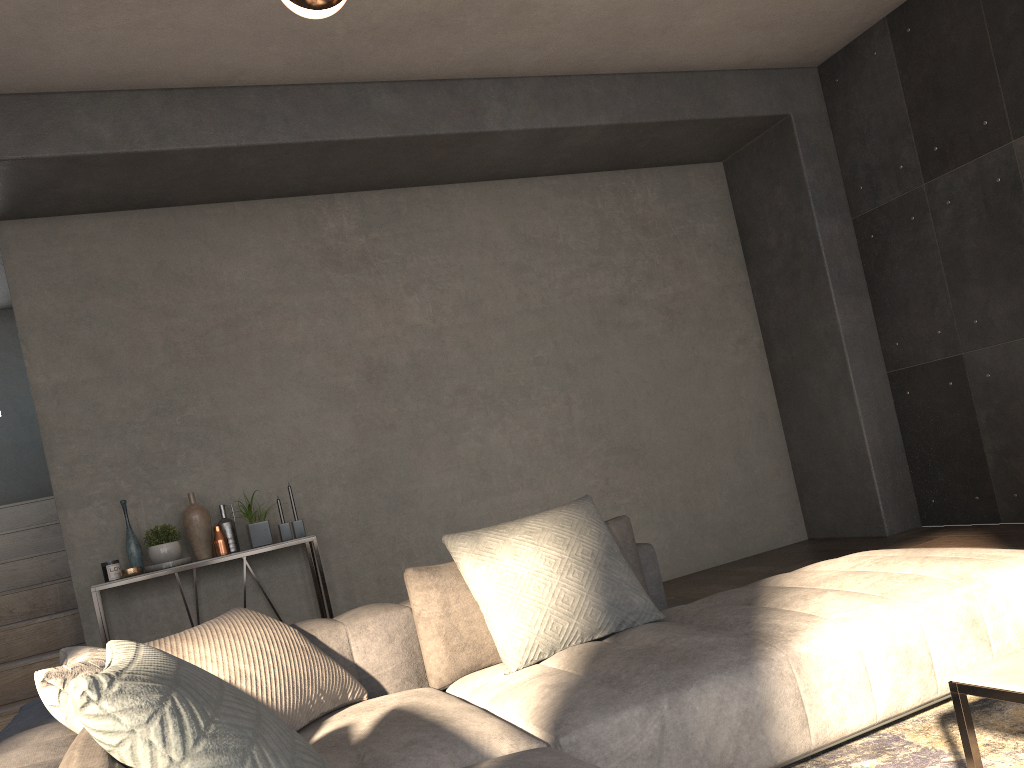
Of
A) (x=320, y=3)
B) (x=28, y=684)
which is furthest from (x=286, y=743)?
(x=28, y=684)

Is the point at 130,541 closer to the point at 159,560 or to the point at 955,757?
the point at 159,560

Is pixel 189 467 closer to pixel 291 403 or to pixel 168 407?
pixel 168 407

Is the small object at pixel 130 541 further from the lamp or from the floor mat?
the floor mat

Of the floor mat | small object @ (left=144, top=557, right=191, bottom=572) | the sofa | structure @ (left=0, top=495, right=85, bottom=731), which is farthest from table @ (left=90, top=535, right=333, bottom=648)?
the floor mat

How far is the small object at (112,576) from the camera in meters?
4.3

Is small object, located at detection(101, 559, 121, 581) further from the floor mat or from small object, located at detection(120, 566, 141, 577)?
the floor mat

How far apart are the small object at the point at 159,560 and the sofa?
2.1m

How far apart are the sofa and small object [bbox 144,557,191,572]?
2.06m

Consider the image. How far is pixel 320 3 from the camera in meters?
2.2
